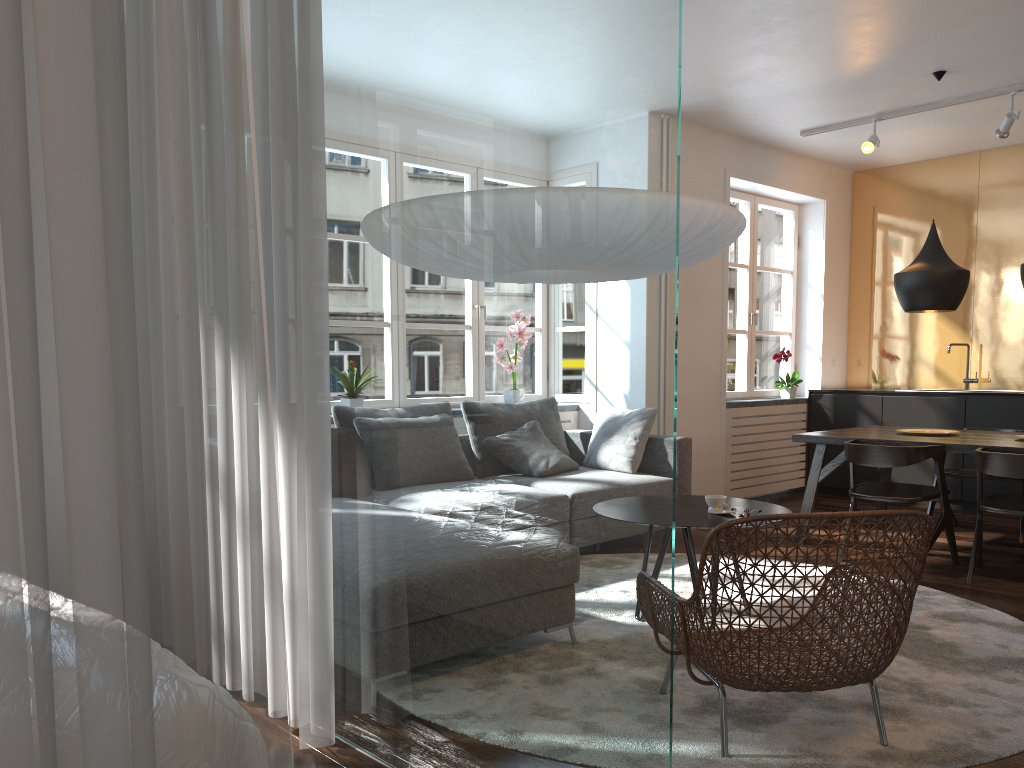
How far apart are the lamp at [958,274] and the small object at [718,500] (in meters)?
2.34

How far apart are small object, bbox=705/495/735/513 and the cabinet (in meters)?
3.80

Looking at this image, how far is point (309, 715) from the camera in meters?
2.4

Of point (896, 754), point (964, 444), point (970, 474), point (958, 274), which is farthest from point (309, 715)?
point (970, 474)

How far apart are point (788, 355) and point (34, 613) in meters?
7.1 m

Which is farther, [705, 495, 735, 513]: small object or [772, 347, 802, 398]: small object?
[772, 347, 802, 398]: small object

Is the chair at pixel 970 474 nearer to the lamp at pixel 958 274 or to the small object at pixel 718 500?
the lamp at pixel 958 274

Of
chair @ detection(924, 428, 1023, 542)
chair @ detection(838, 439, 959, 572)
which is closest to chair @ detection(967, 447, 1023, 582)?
chair @ detection(838, 439, 959, 572)

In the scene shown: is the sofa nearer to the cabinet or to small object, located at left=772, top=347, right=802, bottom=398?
small object, located at left=772, top=347, right=802, bottom=398

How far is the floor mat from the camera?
2.43m
